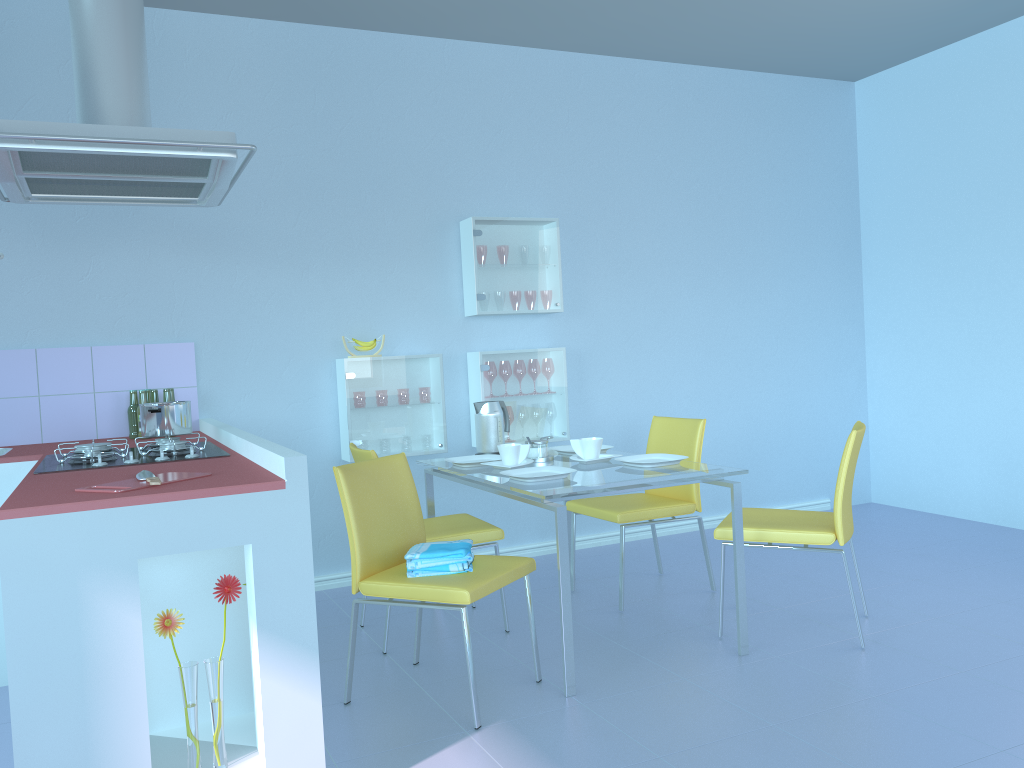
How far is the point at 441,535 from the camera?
3.1m

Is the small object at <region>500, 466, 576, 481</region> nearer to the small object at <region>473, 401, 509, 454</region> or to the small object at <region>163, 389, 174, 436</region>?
the small object at <region>473, 401, 509, 454</region>

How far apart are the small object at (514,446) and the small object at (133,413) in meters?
1.4

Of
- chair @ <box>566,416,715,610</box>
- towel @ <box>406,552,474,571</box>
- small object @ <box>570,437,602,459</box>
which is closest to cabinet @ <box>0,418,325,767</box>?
towel @ <box>406,552,474,571</box>

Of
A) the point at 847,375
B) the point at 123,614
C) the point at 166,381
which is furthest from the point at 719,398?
the point at 123,614

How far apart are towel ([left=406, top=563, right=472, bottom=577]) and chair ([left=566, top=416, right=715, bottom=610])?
1.04m

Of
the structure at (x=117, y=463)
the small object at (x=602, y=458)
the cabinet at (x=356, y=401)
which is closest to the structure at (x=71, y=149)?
the structure at (x=117, y=463)

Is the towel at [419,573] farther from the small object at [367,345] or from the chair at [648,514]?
the small object at [367,345]

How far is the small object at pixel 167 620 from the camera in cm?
188

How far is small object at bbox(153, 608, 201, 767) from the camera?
1.9m
